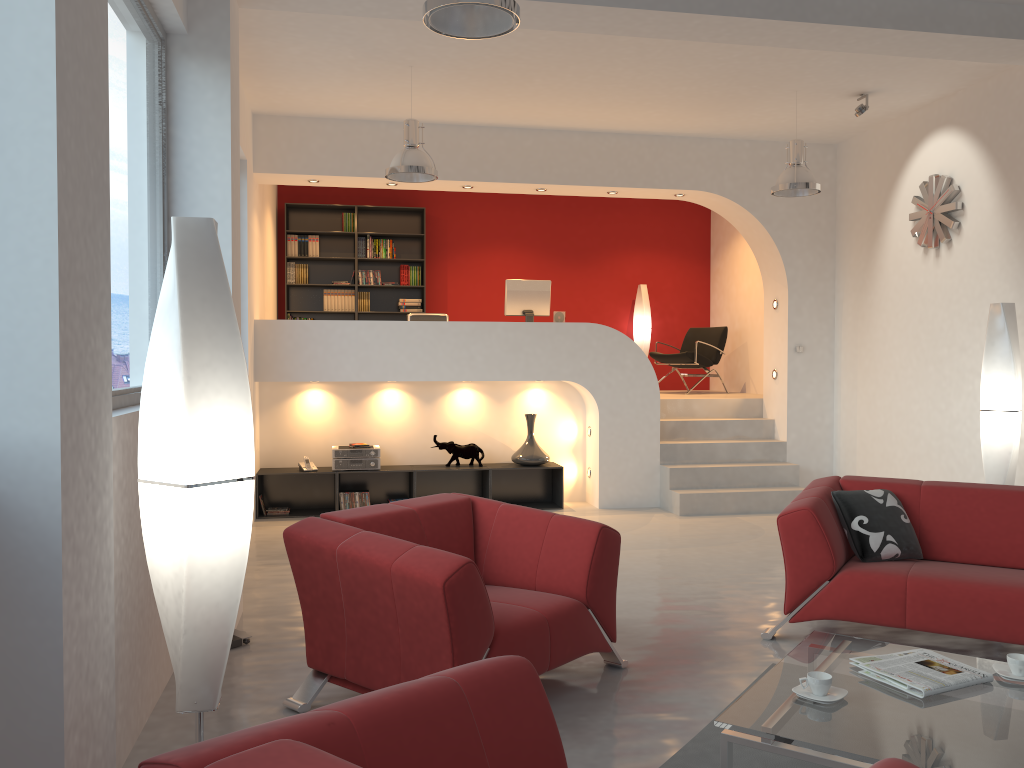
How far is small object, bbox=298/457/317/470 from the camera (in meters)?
7.89

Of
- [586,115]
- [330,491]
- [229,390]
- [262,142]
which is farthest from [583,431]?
[229,390]

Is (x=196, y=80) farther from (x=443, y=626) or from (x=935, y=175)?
(x=935, y=175)

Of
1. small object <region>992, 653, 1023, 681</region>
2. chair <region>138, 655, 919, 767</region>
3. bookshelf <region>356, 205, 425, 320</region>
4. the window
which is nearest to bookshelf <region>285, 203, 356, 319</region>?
bookshelf <region>356, 205, 425, 320</region>

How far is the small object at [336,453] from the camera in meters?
7.9 m

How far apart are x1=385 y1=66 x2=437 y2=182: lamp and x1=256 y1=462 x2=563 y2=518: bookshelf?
2.7m

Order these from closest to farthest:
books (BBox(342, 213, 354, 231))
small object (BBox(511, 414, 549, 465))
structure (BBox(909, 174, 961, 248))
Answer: structure (BBox(909, 174, 961, 248))
small object (BBox(511, 414, 549, 465))
books (BBox(342, 213, 354, 231))

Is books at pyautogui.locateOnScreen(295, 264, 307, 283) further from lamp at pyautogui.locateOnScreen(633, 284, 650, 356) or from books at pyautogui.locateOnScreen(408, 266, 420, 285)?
lamp at pyautogui.locateOnScreen(633, 284, 650, 356)

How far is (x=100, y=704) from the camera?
2.01m

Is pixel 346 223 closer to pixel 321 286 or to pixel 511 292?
pixel 321 286
